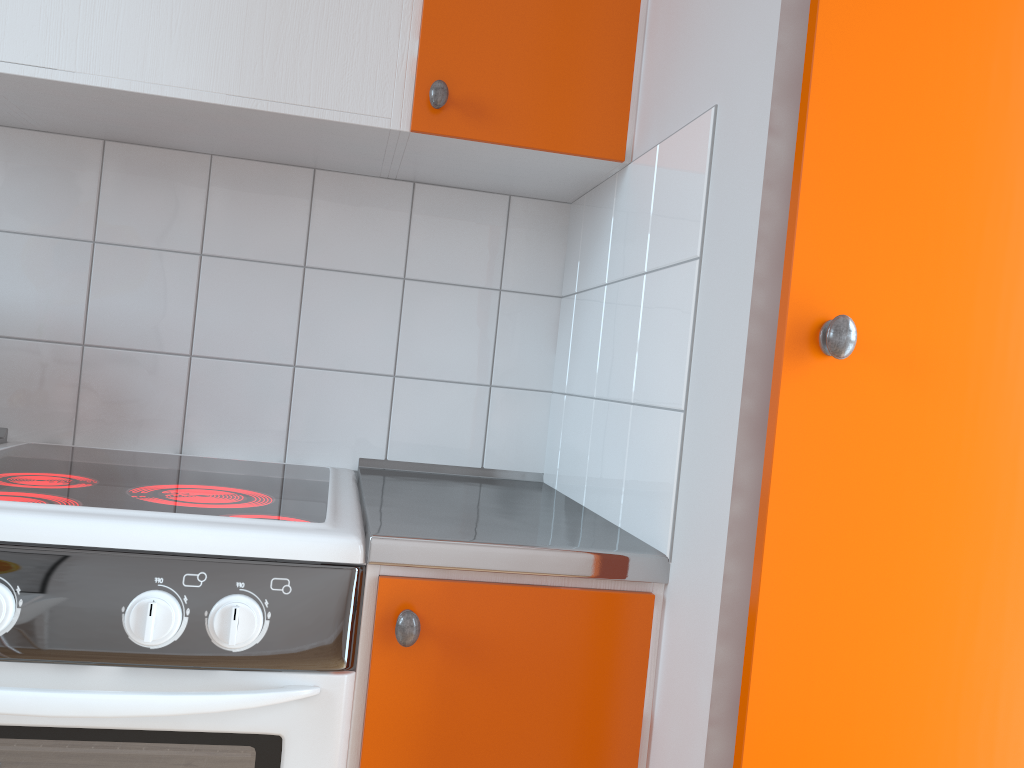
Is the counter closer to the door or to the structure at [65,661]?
the structure at [65,661]

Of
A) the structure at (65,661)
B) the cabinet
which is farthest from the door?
the structure at (65,661)

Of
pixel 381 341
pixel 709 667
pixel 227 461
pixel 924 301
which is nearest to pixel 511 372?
pixel 381 341

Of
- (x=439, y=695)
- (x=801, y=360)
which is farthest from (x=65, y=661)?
(x=801, y=360)

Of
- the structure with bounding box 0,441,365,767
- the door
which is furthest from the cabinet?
the door

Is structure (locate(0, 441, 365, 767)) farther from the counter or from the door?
the door

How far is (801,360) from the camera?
0.8 meters

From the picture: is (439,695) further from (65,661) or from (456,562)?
(65,661)

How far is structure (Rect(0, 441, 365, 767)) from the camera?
0.9m

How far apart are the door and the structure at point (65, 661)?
0.44m
